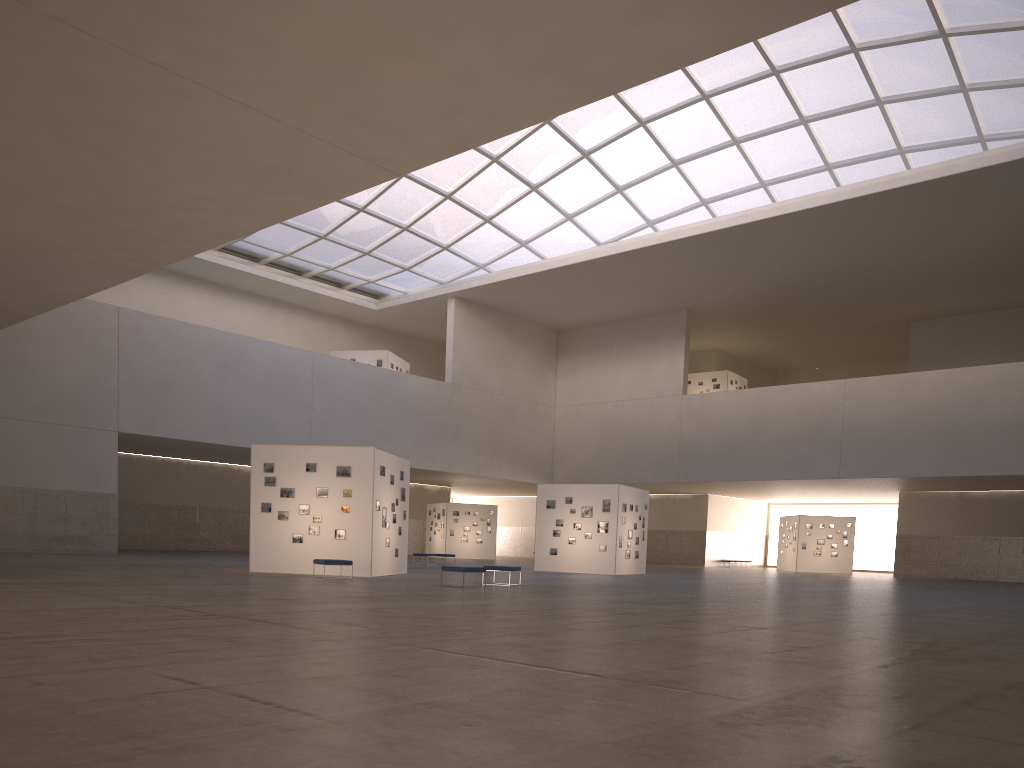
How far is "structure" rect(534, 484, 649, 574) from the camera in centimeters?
4308cm

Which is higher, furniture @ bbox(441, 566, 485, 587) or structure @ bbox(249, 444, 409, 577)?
structure @ bbox(249, 444, 409, 577)

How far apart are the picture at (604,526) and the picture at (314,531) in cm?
1658

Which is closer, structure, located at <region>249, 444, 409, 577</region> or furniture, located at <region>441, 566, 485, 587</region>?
furniture, located at <region>441, 566, 485, 587</region>

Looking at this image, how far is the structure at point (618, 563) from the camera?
43.1 meters

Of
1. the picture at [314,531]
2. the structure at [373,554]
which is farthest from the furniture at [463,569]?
the picture at [314,531]

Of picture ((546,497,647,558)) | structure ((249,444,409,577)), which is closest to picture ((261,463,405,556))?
structure ((249,444,409,577))

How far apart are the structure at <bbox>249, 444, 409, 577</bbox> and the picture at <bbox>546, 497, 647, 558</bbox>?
12.2m

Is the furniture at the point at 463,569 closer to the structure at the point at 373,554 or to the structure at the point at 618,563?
the structure at the point at 373,554

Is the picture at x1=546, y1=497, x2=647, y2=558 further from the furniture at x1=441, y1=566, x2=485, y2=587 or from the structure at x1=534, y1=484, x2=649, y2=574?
Result: the furniture at x1=441, y1=566, x2=485, y2=587
